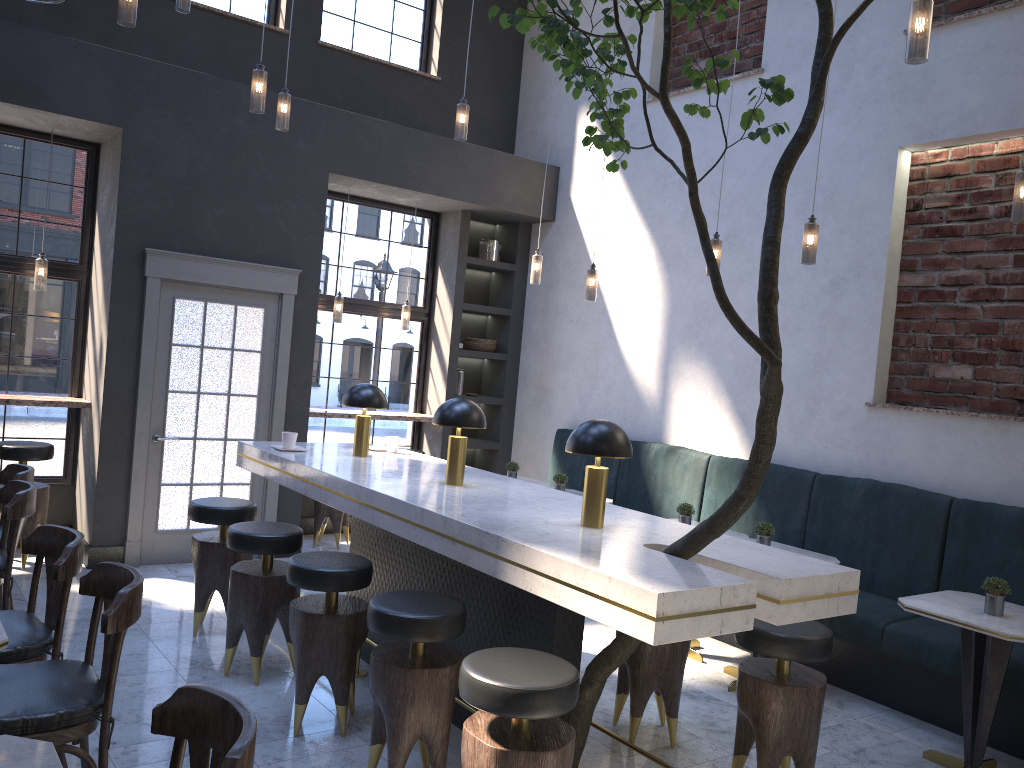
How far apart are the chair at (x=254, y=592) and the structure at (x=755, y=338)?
1.6 meters

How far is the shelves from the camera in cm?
604

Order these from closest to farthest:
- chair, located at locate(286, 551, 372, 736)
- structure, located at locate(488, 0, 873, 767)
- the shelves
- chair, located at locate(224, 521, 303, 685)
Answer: structure, located at locate(488, 0, 873, 767) < chair, located at locate(286, 551, 372, 736) < chair, located at locate(224, 521, 303, 685) < the shelves

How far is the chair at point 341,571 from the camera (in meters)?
3.69

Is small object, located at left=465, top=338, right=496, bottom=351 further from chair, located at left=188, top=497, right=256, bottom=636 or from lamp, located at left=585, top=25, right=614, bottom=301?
chair, located at left=188, top=497, right=256, bottom=636

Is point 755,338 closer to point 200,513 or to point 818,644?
point 818,644

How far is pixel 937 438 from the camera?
5.18m

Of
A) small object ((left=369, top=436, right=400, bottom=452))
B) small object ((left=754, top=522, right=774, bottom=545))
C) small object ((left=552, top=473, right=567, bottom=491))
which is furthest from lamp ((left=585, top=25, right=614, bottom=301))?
small object ((left=754, top=522, right=774, bottom=545))

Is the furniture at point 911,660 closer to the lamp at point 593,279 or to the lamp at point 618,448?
the lamp at point 593,279

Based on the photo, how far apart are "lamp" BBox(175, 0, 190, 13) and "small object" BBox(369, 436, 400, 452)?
2.8 meters
